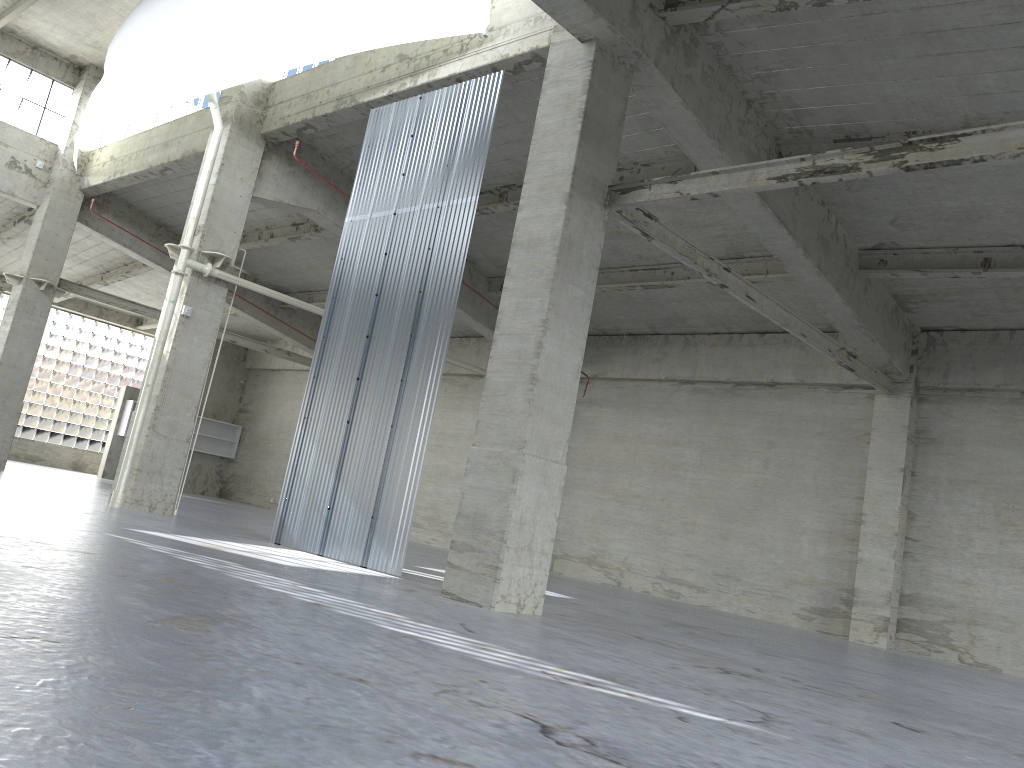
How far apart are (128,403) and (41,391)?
6.0m

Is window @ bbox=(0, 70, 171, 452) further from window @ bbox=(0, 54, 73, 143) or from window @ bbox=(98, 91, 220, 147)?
window @ bbox=(98, 91, 220, 147)

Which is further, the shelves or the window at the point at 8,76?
the shelves

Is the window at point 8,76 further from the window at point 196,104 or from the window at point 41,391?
the window at point 41,391

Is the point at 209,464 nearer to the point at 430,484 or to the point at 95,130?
the point at 430,484

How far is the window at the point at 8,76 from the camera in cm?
3240

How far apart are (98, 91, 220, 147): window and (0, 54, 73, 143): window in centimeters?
173cm

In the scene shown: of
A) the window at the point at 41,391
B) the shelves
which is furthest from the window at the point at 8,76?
the window at the point at 41,391

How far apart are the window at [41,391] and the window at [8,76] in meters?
15.8

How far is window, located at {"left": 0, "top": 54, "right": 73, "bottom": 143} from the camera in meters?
32.4 m
